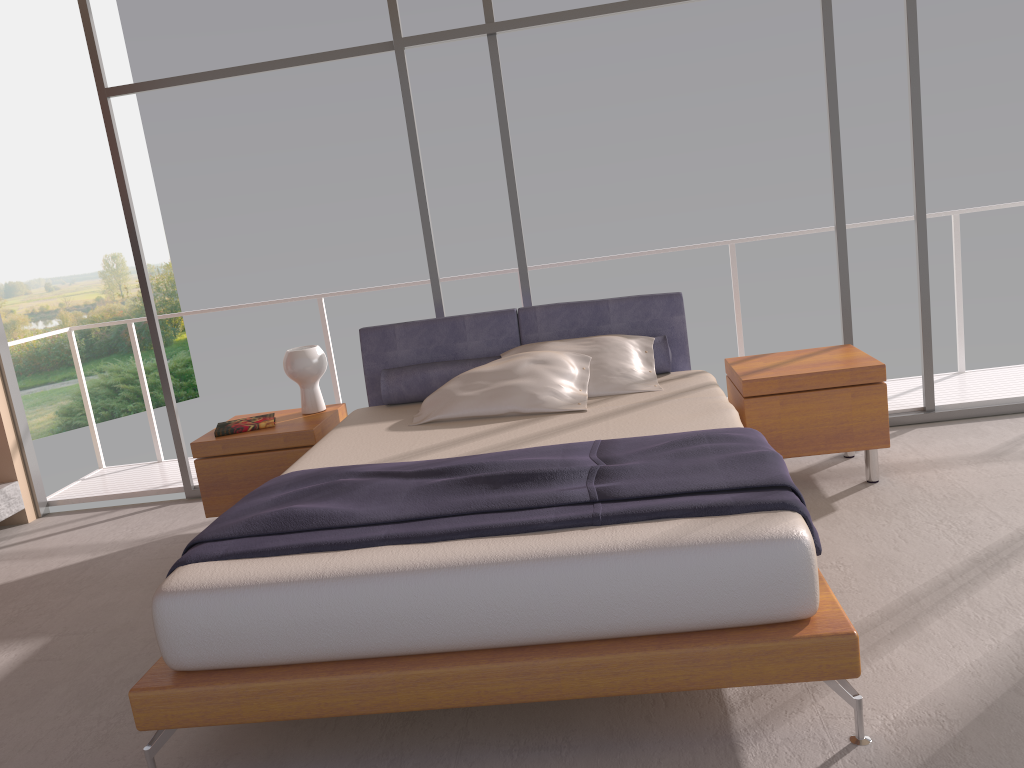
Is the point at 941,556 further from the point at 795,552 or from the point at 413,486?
the point at 413,486

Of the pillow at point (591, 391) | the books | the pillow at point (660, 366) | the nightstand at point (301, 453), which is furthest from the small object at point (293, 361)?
the pillow at point (591, 391)

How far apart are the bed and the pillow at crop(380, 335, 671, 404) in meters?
0.0 m

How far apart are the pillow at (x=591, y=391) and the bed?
0.0m

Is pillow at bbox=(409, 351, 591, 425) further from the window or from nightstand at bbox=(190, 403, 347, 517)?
the window

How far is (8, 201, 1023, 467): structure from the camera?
5.4 meters

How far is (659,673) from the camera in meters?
2.3

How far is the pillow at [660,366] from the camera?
4.3m

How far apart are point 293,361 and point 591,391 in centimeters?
155cm

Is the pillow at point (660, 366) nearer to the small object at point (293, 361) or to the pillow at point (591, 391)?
the pillow at point (591, 391)
